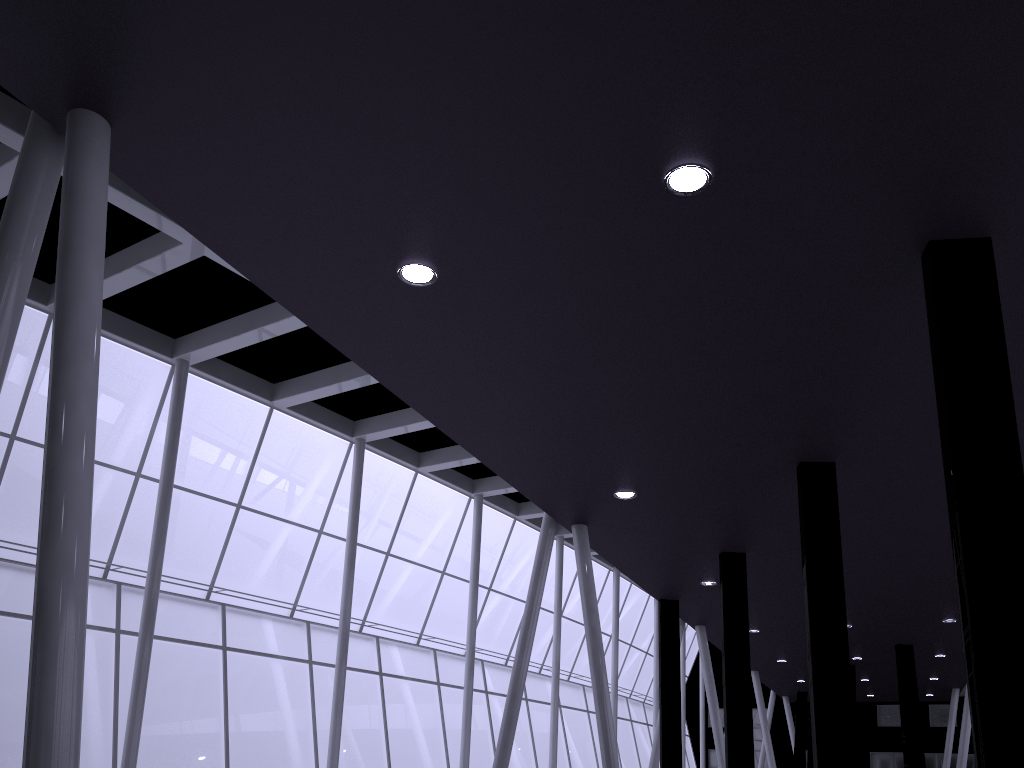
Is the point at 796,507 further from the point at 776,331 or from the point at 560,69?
the point at 560,69
